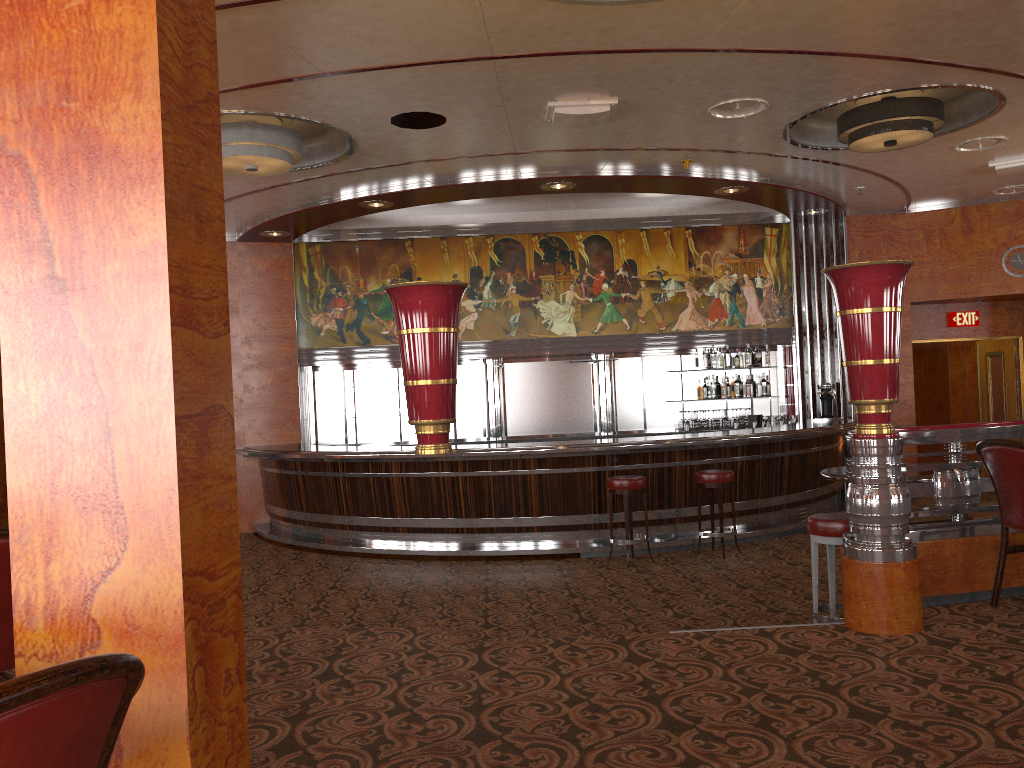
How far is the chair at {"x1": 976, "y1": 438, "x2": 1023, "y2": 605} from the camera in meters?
4.0

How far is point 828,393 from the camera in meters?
10.8

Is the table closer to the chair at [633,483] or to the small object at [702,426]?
the chair at [633,483]

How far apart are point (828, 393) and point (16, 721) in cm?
1079

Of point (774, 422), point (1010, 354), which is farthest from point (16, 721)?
point (1010, 354)

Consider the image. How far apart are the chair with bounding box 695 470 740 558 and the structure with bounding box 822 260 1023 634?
3.36m

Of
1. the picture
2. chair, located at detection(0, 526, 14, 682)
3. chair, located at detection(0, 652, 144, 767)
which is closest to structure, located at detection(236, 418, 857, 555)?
the picture

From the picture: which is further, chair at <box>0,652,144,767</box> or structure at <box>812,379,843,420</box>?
structure at <box>812,379,843,420</box>

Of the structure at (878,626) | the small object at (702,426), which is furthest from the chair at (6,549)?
the small object at (702,426)

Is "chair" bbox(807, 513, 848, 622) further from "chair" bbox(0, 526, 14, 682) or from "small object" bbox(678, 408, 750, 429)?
"small object" bbox(678, 408, 750, 429)
